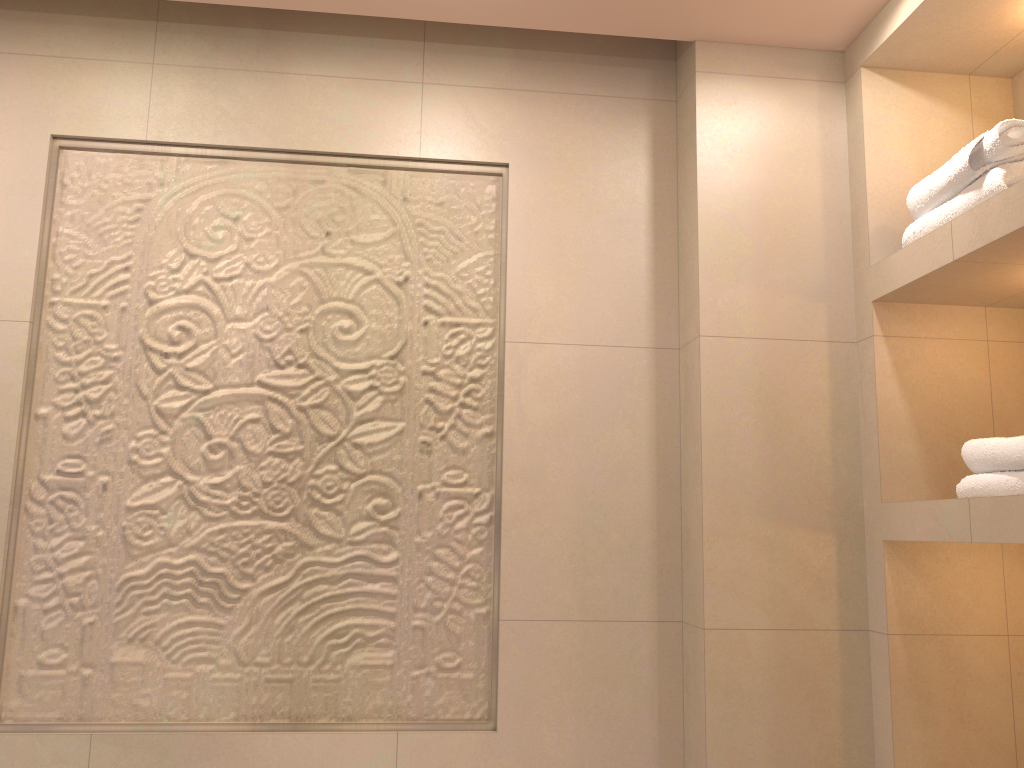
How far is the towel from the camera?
1.57m

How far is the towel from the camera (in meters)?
1.57

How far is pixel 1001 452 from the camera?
1.6m
